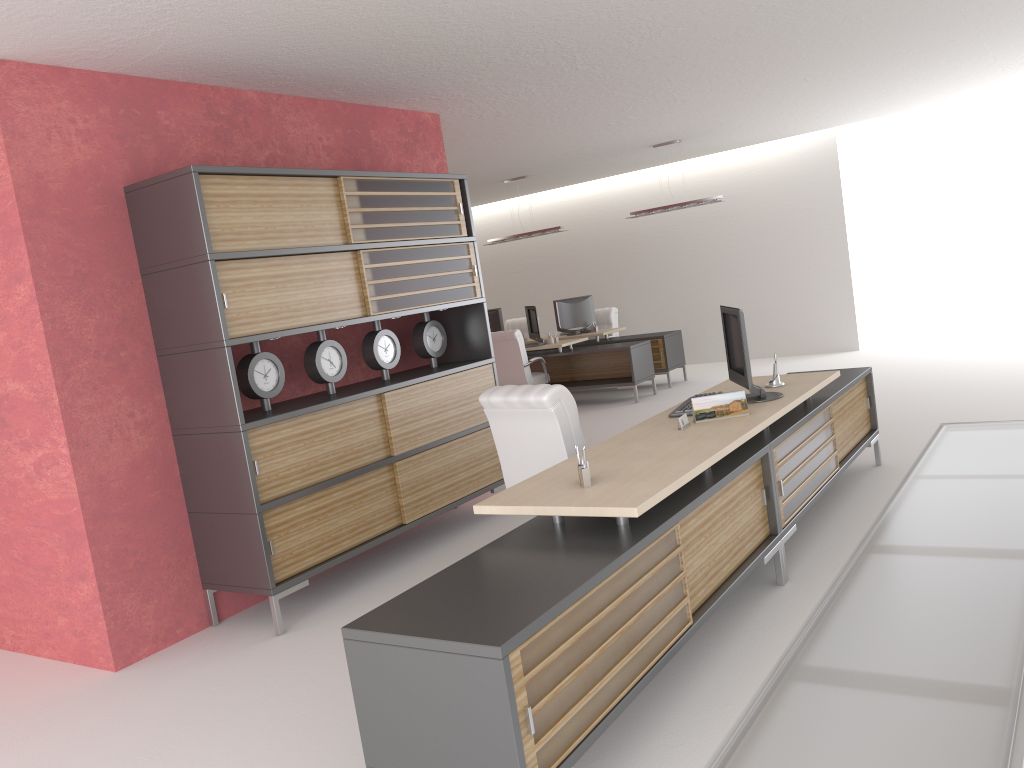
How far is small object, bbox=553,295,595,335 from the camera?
18.7 meters

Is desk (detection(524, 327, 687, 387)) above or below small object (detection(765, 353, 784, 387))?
below

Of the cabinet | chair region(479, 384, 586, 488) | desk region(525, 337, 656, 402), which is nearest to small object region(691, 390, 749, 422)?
chair region(479, 384, 586, 488)

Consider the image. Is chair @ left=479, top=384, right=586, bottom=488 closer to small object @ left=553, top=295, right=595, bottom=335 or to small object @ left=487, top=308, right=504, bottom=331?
small object @ left=553, top=295, right=595, bottom=335

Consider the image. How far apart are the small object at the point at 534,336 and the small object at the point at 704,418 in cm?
1066

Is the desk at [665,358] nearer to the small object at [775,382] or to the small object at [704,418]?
the small object at [775,382]

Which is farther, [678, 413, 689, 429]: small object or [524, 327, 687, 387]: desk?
[524, 327, 687, 387]: desk

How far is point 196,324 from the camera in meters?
6.8 m

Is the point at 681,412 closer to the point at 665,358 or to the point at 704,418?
the point at 704,418

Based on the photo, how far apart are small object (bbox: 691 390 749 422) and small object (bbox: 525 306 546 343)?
10.7 meters
